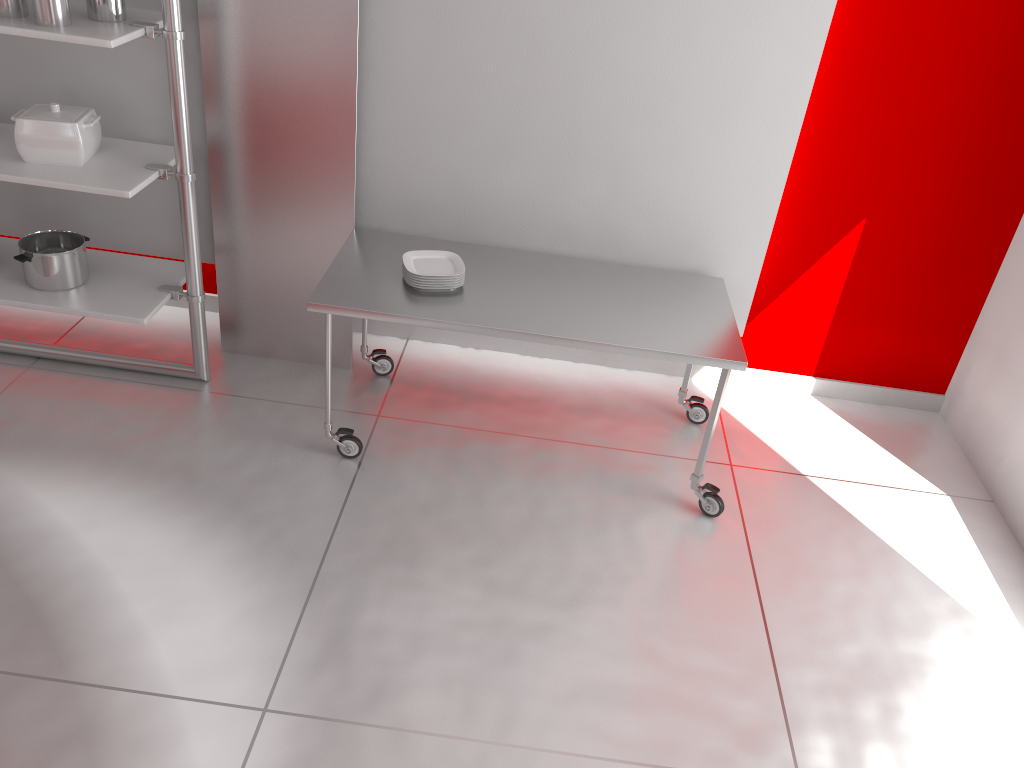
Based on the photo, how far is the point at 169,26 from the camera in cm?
305

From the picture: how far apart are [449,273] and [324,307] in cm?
48

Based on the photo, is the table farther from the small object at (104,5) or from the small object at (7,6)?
the small object at (7,6)

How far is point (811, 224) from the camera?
3.89m

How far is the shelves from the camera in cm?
305

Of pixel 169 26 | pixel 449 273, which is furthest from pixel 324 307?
pixel 169 26

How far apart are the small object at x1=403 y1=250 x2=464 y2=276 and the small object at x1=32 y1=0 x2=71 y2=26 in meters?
1.4

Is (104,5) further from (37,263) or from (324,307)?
(324,307)

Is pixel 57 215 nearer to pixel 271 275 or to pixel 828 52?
pixel 271 275

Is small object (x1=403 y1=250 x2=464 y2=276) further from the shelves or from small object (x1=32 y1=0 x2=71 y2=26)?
small object (x1=32 y1=0 x2=71 y2=26)
